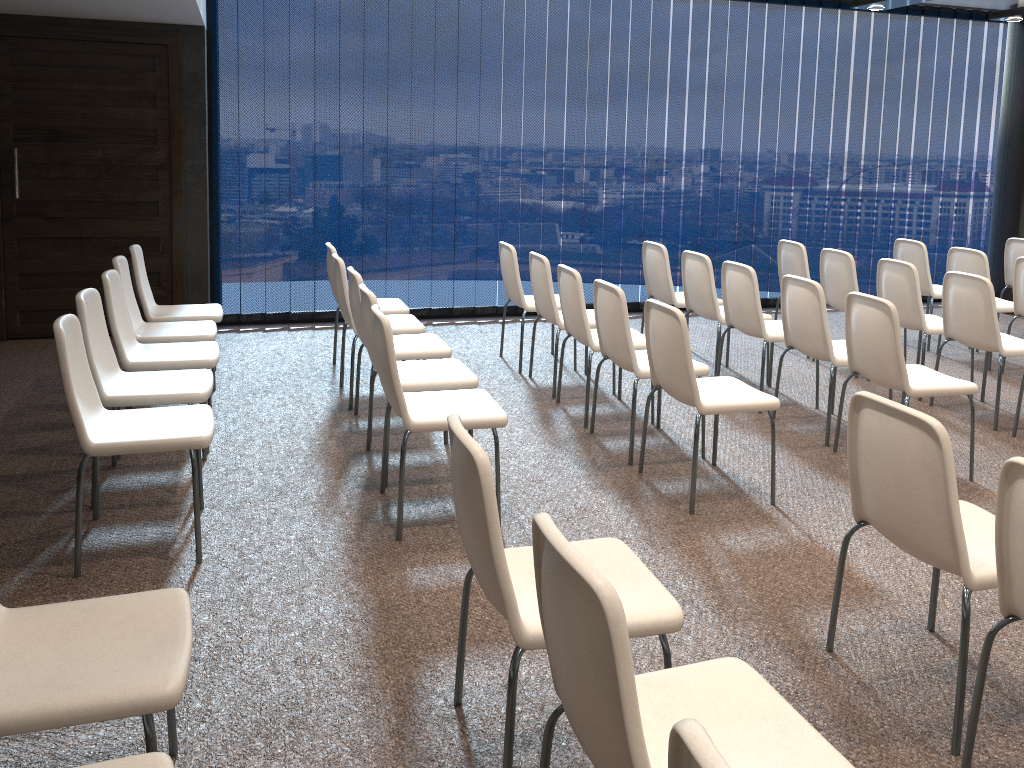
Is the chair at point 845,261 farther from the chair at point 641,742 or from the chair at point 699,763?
the chair at point 699,763

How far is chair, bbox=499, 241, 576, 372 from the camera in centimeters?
611cm

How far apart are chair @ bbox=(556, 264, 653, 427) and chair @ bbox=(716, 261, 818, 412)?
0.7 meters

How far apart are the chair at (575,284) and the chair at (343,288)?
0.9 meters

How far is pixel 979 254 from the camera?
6.6 meters

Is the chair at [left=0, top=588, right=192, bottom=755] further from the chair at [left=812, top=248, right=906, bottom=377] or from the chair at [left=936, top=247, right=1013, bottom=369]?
the chair at [left=936, top=247, right=1013, bottom=369]

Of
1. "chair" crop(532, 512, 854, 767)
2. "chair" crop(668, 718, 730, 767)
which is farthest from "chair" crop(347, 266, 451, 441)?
"chair" crop(668, 718, 730, 767)

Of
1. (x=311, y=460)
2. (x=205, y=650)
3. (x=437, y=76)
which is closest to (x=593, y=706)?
(x=205, y=650)

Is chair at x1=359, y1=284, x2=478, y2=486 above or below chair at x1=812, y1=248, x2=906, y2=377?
below

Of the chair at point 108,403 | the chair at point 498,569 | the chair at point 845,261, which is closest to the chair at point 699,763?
the chair at point 498,569
